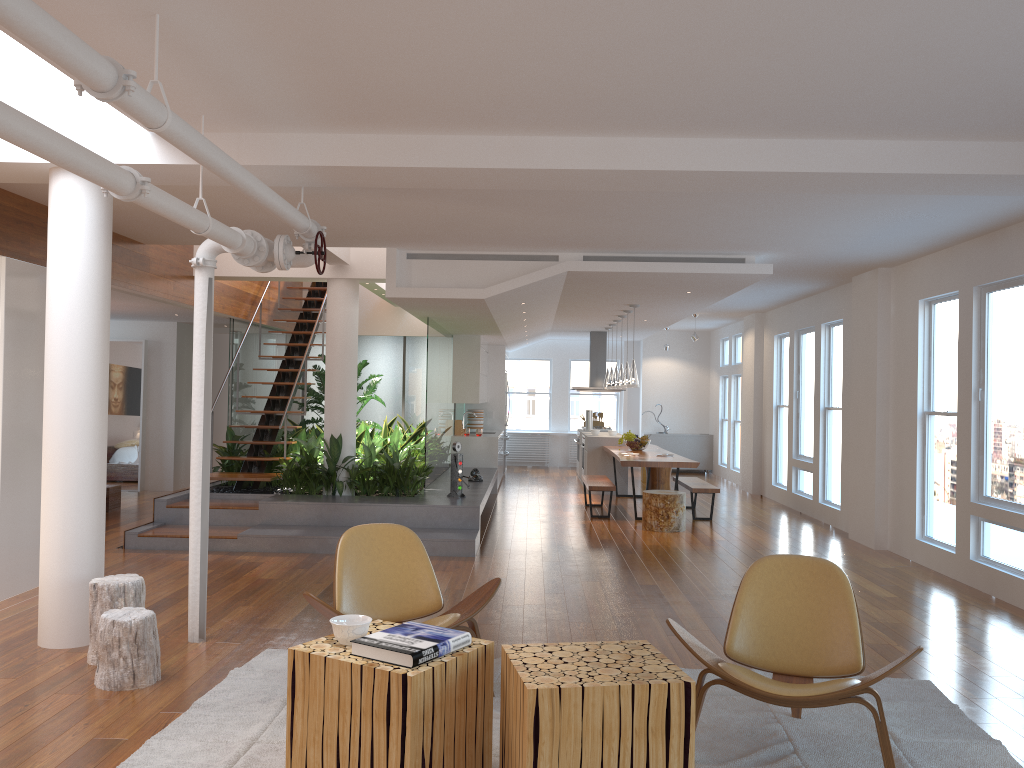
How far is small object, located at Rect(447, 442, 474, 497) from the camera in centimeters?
898cm

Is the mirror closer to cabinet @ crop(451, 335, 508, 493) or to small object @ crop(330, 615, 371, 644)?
cabinet @ crop(451, 335, 508, 493)

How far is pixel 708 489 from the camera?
10.2m

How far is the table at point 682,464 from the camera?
9.9 meters

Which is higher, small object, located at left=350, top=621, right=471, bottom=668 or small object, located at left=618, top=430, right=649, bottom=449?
small object, located at left=618, top=430, right=649, bottom=449

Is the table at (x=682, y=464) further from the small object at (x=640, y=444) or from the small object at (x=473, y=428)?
the small object at (x=473, y=428)

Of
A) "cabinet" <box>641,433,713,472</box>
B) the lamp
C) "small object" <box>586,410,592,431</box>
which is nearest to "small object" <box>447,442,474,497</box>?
the lamp

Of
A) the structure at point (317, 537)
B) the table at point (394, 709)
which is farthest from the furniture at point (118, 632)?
the structure at point (317, 537)

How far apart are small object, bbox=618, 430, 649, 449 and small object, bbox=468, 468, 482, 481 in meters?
2.3

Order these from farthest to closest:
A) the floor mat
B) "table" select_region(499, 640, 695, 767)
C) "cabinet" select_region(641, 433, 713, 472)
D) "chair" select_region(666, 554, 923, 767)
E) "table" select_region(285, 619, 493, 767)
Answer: "cabinet" select_region(641, 433, 713, 472) < the floor mat < "chair" select_region(666, 554, 923, 767) < "table" select_region(285, 619, 493, 767) < "table" select_region(499, 640, 695, 767)
